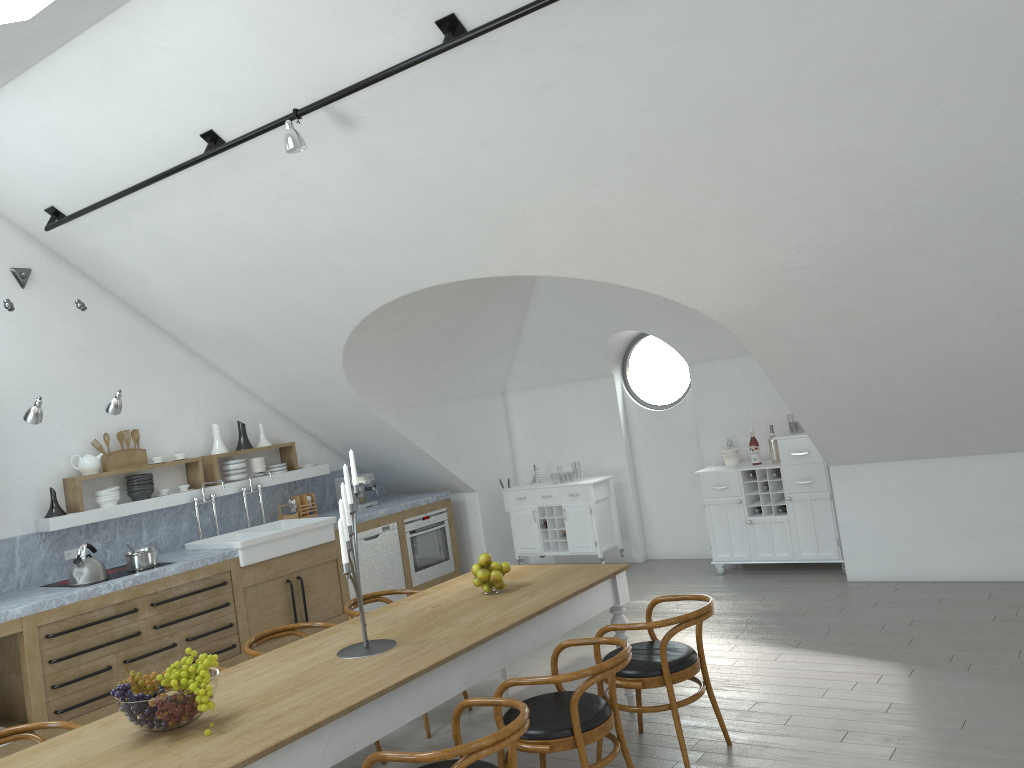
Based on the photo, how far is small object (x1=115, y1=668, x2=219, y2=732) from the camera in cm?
308

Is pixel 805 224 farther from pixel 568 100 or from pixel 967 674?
pixel 967 674

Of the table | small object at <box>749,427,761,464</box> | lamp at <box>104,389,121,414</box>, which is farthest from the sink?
small object at <box>749,427,761,464</box>

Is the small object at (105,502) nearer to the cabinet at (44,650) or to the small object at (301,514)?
the cabinet at (44,650)

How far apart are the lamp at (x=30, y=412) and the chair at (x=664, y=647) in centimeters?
401cm

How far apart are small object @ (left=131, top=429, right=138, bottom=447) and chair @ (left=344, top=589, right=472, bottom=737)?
2.9m

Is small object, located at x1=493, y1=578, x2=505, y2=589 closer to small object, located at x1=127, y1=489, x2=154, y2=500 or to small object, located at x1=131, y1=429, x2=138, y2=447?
small object, located at x1=127, y1=489, x2=154, y2=500

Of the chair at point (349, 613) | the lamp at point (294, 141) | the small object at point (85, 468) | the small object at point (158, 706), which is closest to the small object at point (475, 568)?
the chair at point (349, 613)

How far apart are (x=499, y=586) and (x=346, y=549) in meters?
1.3 m

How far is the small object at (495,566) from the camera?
4.66m
